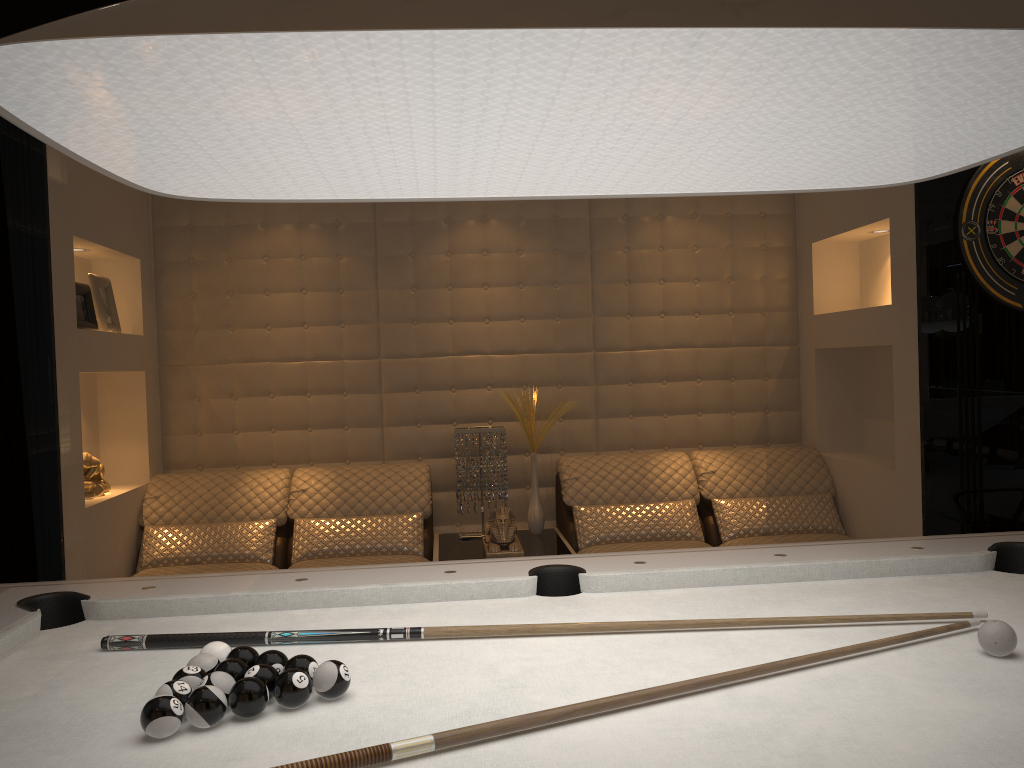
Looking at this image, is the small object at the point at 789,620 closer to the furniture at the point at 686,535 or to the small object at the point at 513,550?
the small object at the point at 513,550

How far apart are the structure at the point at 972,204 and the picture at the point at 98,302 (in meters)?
3.47

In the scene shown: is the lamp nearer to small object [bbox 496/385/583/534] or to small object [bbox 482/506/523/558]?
small object [bbox 482/506/523/558]

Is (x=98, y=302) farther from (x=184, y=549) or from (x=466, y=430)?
(x=466, y=430)

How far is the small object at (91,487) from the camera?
3.67m

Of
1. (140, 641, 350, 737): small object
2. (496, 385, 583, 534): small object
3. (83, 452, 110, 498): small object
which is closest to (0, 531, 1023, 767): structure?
(140, 641, 350, 737): small object

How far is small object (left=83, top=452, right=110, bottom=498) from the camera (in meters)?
3.67

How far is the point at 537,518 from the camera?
4.17m

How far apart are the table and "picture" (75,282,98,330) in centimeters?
170cm

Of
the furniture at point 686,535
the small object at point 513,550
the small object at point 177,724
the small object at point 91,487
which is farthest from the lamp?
the small object at point 91,487
